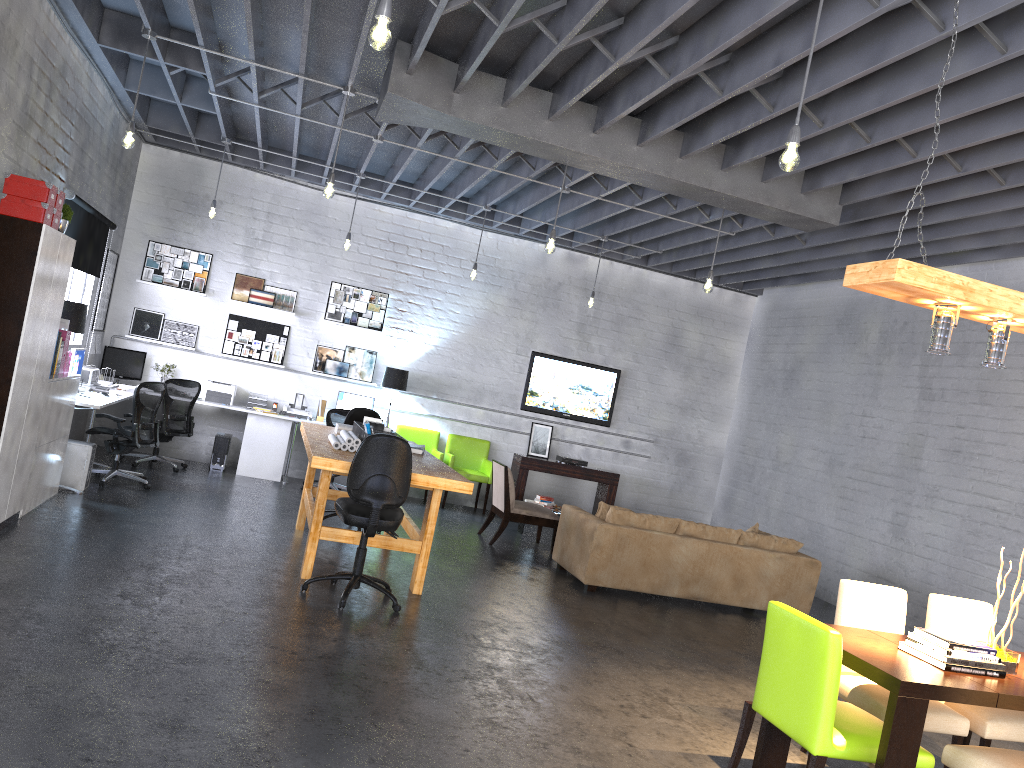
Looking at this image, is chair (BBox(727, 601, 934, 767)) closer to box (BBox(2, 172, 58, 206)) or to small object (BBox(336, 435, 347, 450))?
small object (BBox(336, 435, 347, 450))

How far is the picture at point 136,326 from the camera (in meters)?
10.69

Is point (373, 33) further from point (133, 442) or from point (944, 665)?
point (133, 442)

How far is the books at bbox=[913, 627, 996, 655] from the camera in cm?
387

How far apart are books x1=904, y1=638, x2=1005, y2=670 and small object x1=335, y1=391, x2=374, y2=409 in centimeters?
804cm

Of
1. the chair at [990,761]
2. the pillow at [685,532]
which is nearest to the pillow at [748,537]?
the pillow at [685,532]

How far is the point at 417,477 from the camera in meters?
6.0 m

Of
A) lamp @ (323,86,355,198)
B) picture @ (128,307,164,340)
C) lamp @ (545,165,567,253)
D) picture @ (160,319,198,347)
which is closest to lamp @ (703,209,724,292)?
lamp @ (545,165,567,253)

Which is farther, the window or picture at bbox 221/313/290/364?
picture at bbox 221/313/290/364

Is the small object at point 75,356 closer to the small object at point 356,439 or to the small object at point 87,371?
the small object at point 87,371
